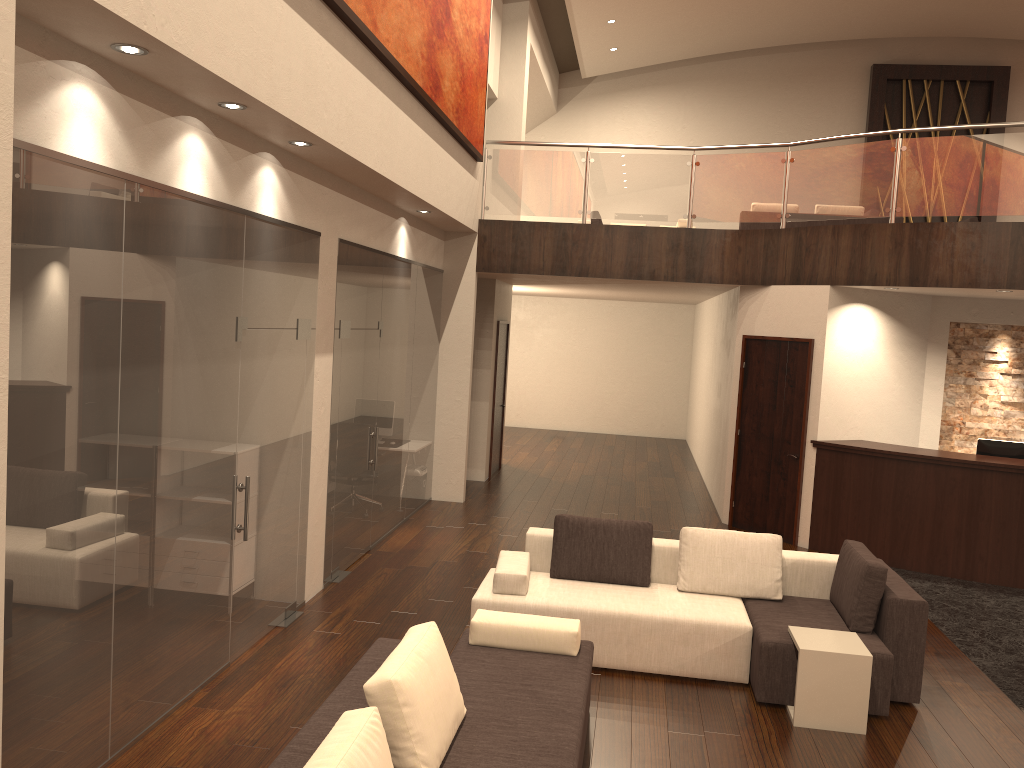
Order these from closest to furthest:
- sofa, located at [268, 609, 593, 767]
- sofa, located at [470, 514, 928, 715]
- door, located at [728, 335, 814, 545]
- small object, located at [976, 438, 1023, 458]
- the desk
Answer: sofa, located at [268, 609, 593, 767] → sofa, located at [470, 514, 928, 715] → the desk → small object, located at [976, 438, 1023, 458] → door, located at [728, 335, 814, 545]

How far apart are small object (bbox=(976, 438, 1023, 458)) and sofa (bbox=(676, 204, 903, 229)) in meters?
5.3

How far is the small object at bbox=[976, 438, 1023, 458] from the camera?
8.8m

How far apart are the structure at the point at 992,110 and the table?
14.6m

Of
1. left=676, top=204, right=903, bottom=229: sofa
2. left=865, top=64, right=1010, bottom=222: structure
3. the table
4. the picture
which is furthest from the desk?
left=865, top=64, right=1010, bottom=222: structure

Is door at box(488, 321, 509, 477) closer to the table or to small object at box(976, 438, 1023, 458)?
small object at box(976, 438, 1023, 458)

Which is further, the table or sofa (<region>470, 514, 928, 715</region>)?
sofa (<region>470, 514, 928, 715</region>)

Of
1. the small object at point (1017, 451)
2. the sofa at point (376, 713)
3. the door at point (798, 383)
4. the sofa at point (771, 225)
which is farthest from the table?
the sofa at point (771, 225)

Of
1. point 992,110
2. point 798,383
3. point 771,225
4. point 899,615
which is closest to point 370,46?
point 899,615

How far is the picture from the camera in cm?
605
